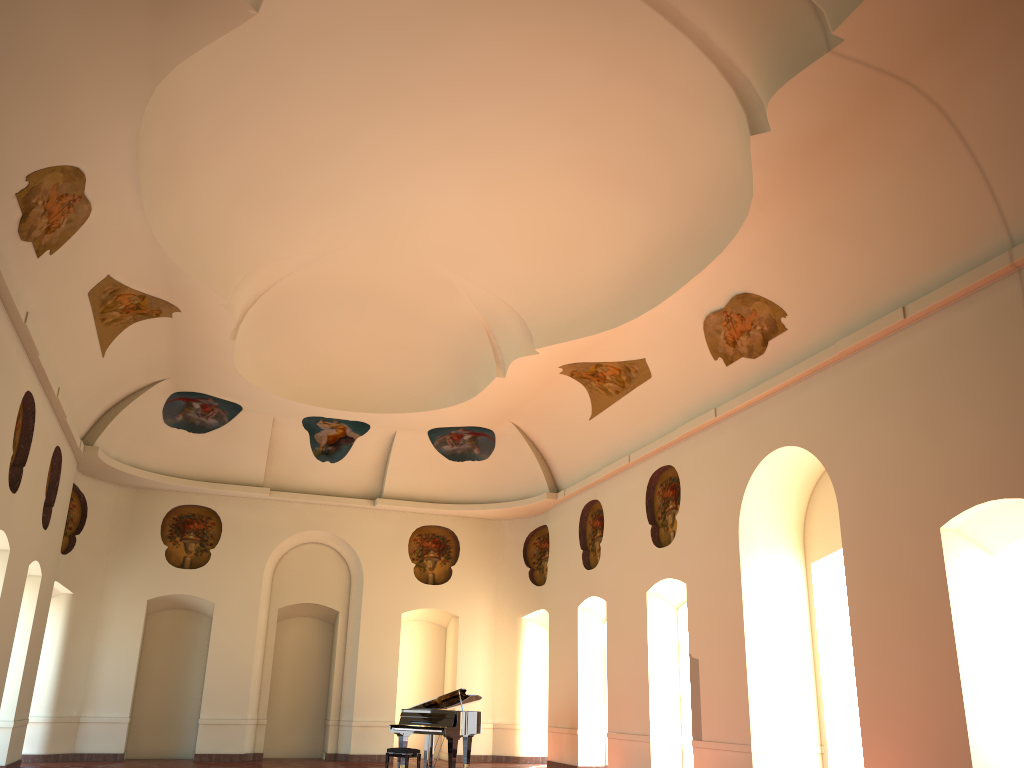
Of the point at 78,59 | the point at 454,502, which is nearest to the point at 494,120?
the point at 78,59

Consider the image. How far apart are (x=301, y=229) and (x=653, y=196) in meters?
5.4 m
